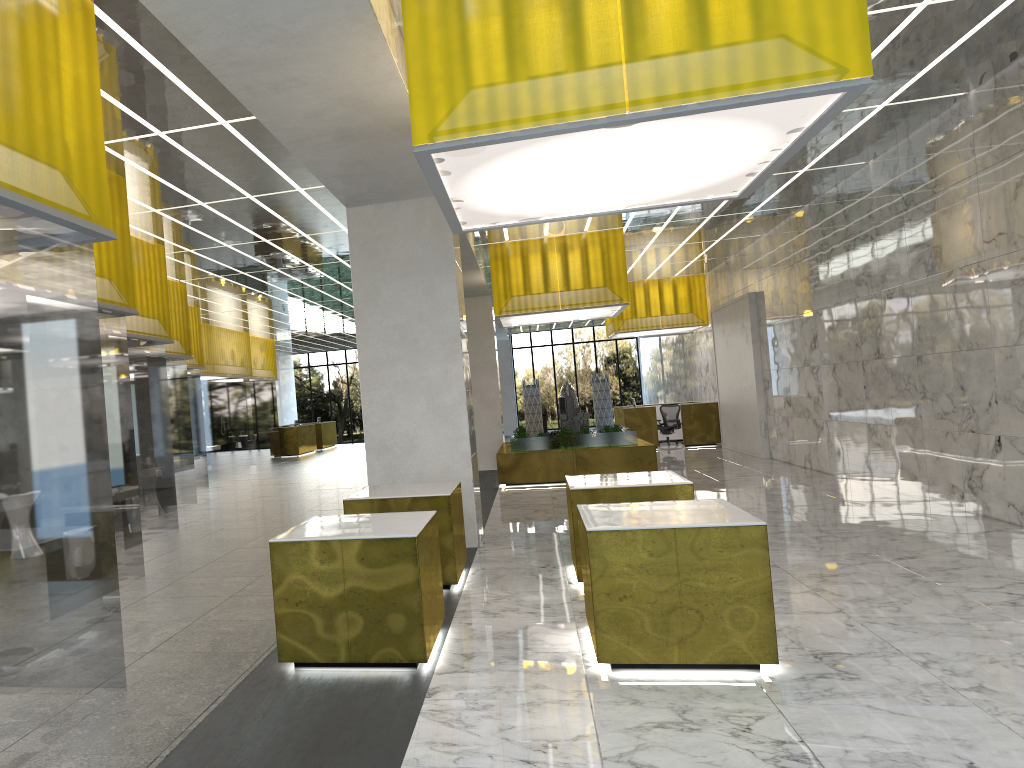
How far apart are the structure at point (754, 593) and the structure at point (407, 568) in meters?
1.4

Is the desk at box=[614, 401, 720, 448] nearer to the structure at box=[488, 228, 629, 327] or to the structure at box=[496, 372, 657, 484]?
the structure at box=[496, 372, 657, 484]

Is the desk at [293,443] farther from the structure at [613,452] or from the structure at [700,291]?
the structure at [613,452]

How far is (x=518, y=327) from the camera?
47.93m

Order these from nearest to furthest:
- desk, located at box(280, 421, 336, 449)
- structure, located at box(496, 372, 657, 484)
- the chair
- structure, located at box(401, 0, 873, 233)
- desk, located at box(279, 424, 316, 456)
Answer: structure, located at box(401, 0, 873, 233), structure, located at box(496, 372, 657, 484), the chair, desk, located at box(279, 424, 316, 456), desk, located at box(280, 421, 336, 449)

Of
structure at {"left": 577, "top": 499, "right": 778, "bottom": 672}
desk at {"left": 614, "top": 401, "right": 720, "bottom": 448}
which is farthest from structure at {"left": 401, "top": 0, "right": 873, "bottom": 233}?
desk at {"left": 614, "top": 401, "right": 720, "bottom": 448}

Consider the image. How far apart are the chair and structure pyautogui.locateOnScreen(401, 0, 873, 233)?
23.61m

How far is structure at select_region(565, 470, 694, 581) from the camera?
10.0 meters

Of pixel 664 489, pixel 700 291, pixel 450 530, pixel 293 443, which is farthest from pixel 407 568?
pixel 293 443

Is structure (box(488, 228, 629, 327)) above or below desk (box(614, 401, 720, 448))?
above
